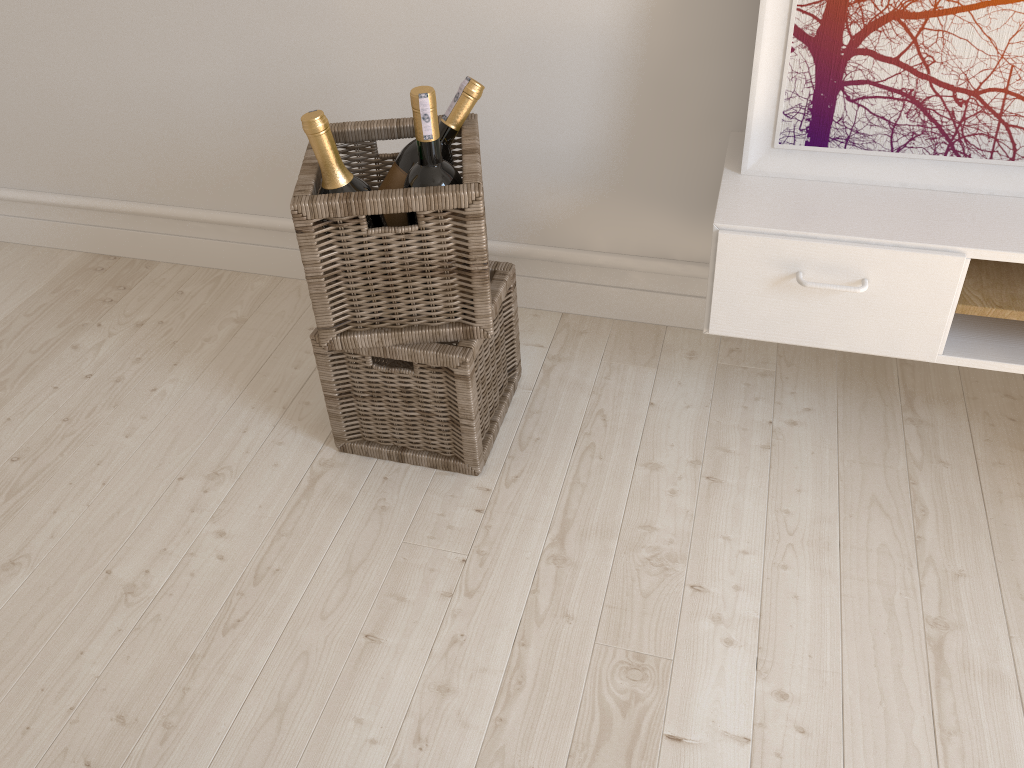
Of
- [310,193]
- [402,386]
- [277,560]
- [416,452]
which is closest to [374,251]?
[310,193]

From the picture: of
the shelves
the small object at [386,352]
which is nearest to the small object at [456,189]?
the small object at [386,352]

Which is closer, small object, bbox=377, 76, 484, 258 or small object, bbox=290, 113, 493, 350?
small object, bbox=290, 113, 493, 350

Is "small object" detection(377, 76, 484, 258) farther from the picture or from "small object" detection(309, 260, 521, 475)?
the picture

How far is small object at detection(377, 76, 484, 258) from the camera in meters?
1.4 m

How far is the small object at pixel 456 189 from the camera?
1.2 meters

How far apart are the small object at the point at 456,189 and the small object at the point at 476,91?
0.01m

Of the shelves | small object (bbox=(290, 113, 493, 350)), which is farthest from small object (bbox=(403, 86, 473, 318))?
the shelves

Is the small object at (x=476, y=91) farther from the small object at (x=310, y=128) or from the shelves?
the shelves

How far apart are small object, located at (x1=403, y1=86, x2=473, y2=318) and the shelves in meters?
0.4 m
